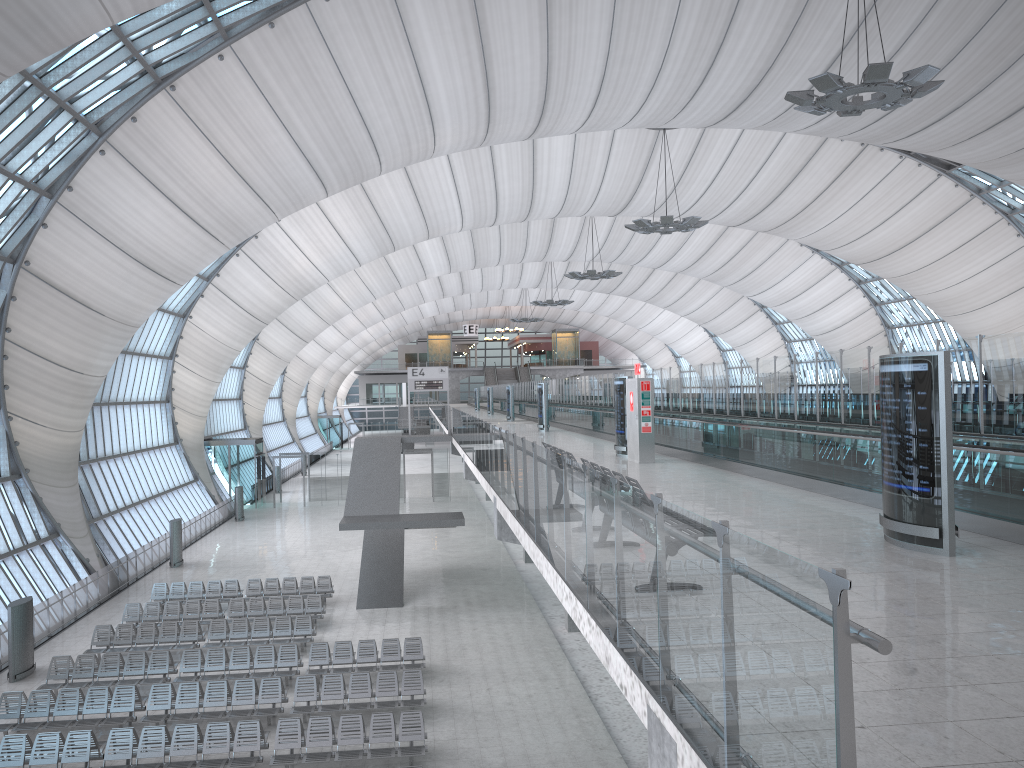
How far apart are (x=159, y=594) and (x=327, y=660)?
9.67m

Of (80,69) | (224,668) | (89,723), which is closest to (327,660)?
(224,668)

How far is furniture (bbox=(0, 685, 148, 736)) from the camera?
17.02m

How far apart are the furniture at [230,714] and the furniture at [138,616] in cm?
661

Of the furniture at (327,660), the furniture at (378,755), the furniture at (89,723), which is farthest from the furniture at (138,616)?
the furniture at (378,755)

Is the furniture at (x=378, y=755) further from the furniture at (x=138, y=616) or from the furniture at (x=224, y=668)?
the furniture at (x=138, y=616)

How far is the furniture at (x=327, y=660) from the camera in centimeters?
2028cm

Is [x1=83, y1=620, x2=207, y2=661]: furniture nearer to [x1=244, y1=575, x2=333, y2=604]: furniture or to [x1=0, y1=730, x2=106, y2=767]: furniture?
[x1=244, y1=575, x2=333, y2=604]: furniture

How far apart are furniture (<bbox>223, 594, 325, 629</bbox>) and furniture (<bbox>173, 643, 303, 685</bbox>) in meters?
3.6 m

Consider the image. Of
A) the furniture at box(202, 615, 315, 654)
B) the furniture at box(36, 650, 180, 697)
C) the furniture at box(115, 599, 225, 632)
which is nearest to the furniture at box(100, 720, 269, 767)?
the furniture at box(36, 650, 180, 697)
